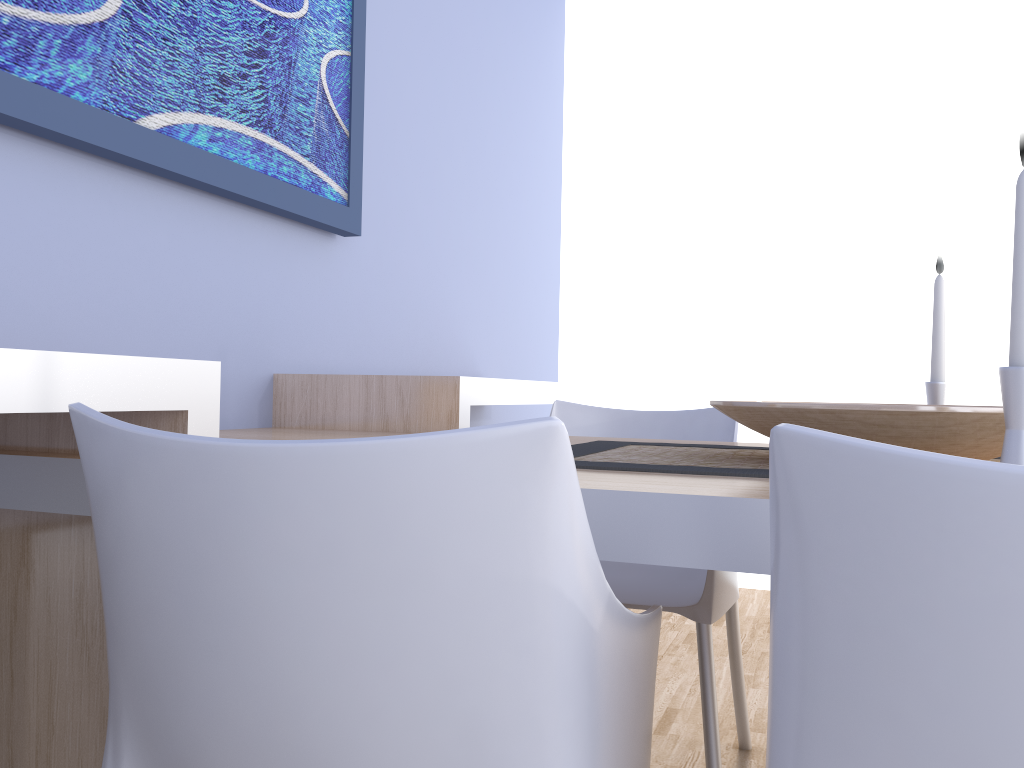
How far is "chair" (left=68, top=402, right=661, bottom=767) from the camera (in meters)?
0.60

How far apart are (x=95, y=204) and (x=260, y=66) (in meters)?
0.51

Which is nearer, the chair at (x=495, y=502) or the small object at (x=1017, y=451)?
the chair at (x=495, y=502)

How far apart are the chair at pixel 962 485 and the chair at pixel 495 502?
0.1m

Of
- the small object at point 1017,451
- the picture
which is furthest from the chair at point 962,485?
the picture

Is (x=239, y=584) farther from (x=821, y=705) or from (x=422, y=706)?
(x=821, y=705)

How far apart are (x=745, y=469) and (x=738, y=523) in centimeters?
28cm

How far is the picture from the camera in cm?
135

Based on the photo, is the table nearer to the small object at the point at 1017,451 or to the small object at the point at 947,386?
the small object at the point at 1017,451

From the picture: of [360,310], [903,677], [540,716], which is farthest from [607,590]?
[360,310]
